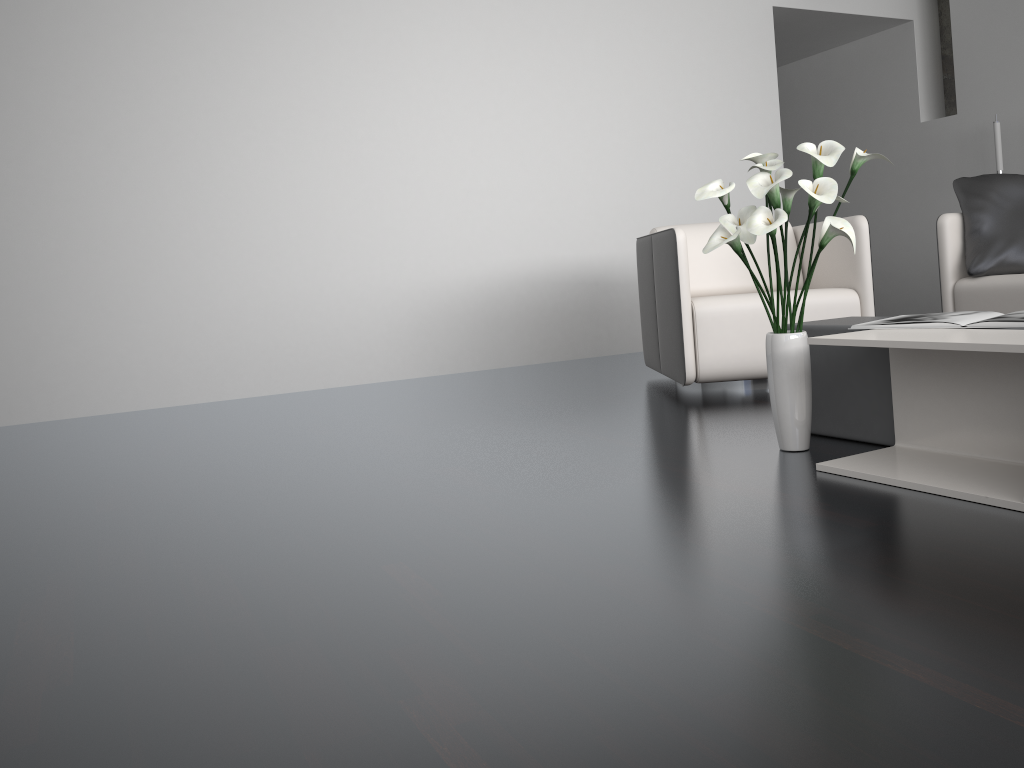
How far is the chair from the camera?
3.35m

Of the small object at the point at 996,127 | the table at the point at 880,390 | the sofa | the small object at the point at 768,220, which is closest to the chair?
the sofa

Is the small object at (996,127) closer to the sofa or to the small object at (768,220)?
the sofa

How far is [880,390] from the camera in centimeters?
231cm

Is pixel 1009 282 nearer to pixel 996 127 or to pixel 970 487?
pixel 970 487

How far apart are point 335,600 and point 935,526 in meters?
1.1

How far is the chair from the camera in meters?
3.3

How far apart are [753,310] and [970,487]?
1.6m

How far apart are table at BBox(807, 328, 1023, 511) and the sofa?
1.7 meters

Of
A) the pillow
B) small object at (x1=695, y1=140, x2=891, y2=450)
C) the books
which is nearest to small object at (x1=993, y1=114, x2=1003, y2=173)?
the pillow
